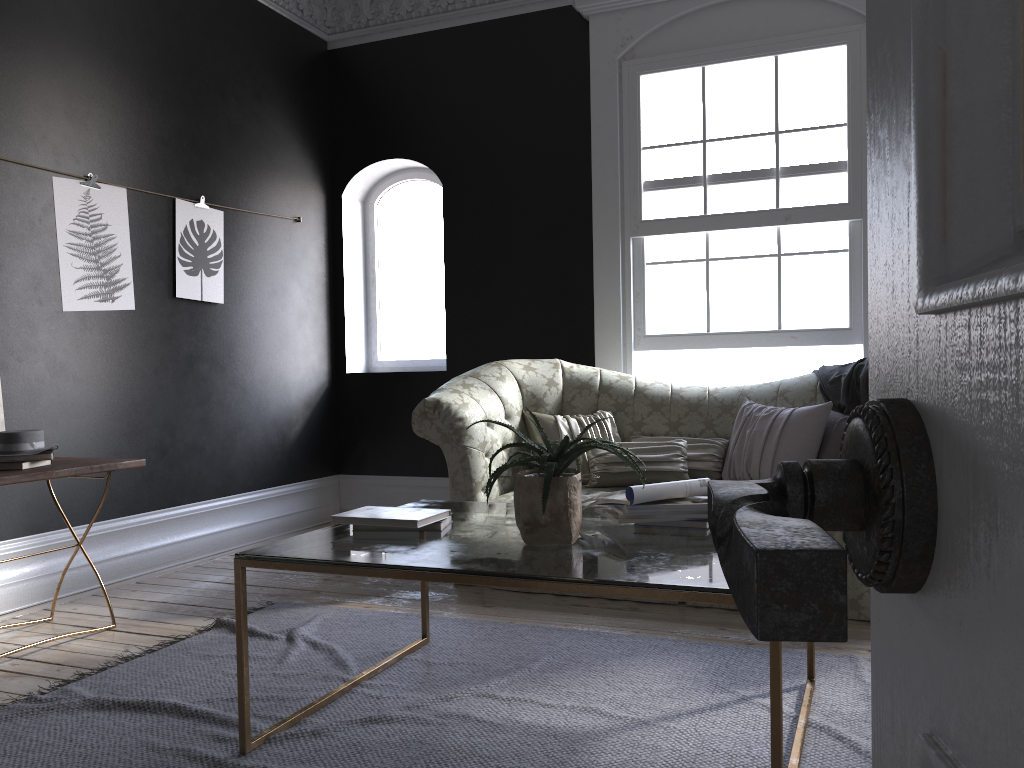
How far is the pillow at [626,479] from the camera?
4.5 meters

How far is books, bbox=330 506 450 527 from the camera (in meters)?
2.64

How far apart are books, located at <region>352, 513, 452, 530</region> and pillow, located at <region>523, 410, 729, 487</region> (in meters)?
1.79

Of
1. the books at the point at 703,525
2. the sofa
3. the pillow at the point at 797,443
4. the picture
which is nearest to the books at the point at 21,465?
the picture

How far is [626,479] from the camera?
4.5 meters

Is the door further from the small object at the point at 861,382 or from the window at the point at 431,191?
the window at the point at 431,191

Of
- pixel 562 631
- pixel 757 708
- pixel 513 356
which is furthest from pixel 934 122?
pixel 513 356

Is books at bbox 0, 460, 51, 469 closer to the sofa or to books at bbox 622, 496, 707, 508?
the sofa

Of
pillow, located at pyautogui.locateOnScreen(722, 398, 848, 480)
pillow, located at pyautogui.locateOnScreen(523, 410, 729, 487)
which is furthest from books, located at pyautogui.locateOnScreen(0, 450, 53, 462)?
pillow, located at pyautogui.locateOnScreen(722, 398, 848, 480)

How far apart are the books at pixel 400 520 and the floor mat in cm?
58
